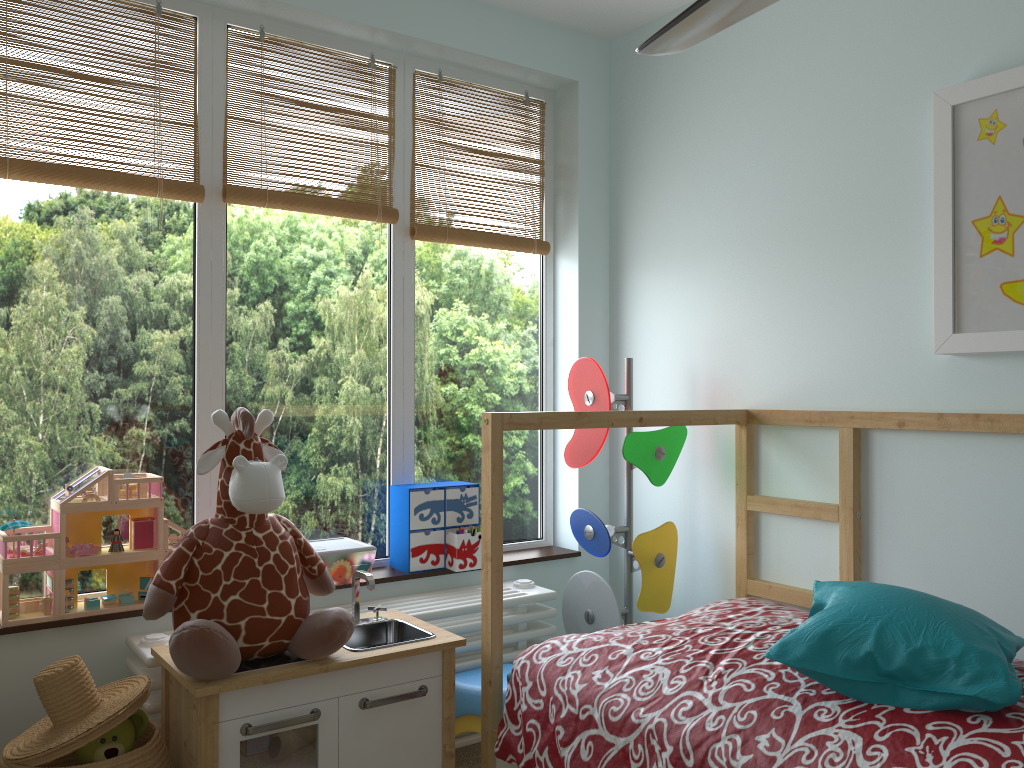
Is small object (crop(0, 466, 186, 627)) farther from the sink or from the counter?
the sink

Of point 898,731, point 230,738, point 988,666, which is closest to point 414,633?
point 230,738

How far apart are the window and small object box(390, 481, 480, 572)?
0.0m

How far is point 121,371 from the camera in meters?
2.2 m

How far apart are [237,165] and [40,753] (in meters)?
1.48

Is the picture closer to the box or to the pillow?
the pillow

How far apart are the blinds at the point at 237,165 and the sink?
1.0m

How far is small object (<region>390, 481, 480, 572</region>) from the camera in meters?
2.5

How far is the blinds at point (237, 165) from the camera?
2.4m

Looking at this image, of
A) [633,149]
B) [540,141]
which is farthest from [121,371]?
[633,149]
